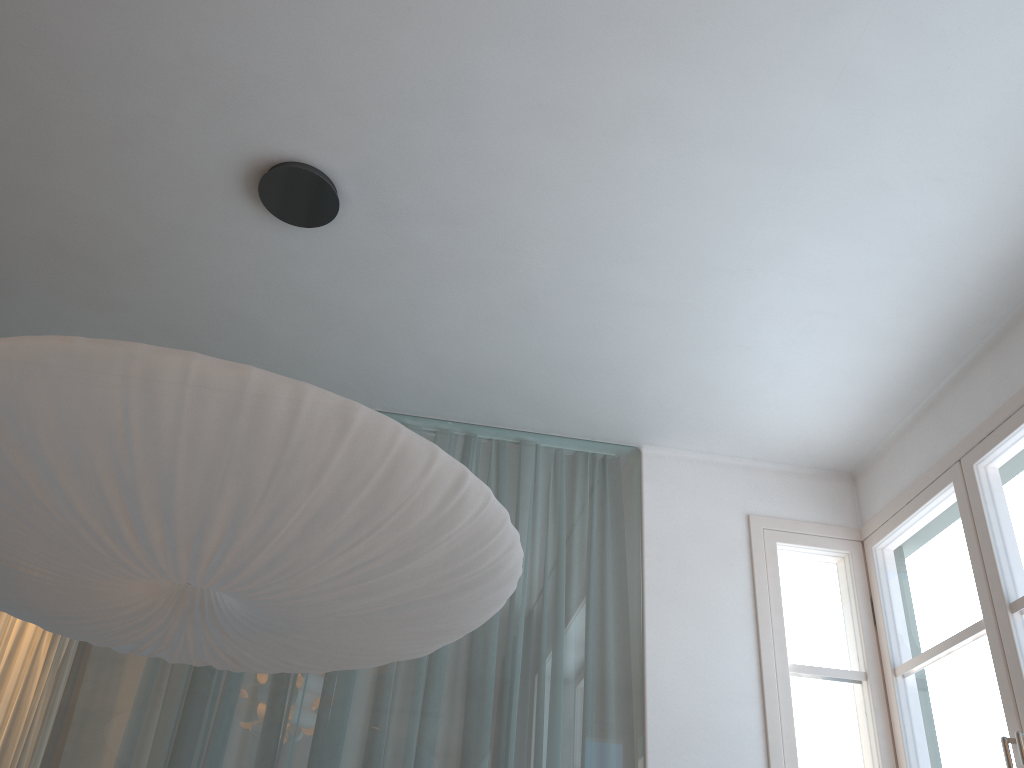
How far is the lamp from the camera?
1.4m

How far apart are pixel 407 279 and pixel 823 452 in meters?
1.9

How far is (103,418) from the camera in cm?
143

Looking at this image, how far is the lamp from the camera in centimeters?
143cm
